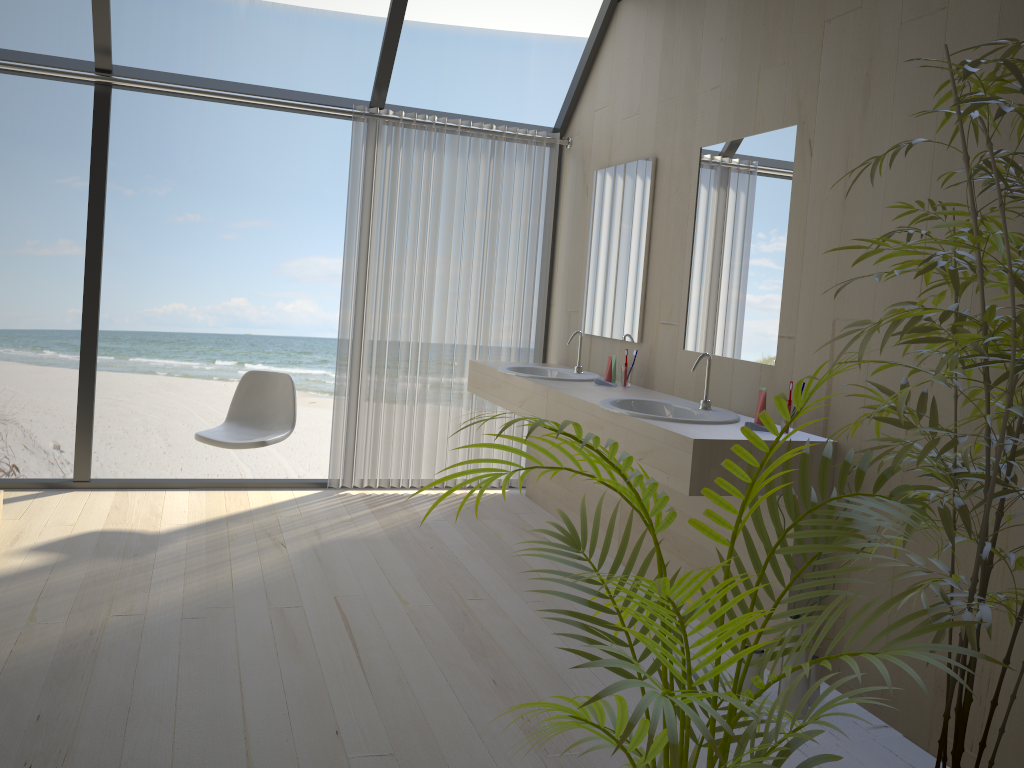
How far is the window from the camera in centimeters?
431cm

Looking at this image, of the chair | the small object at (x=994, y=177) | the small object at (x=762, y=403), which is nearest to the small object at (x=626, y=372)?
the small object at (x=762, y=403)

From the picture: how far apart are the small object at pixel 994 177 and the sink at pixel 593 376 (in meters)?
2.26

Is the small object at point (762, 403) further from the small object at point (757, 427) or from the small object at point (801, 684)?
the small object at point (801, 684)

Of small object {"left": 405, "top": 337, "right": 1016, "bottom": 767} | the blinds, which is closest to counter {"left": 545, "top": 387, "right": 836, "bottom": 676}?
small object {"left": 405, "top": 337, "right": 1016, "bottom": 767}

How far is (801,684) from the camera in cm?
261

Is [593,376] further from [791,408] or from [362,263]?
[791,408]

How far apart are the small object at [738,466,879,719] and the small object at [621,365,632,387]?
1.6m

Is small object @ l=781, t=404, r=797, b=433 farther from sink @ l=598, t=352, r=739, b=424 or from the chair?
the chair

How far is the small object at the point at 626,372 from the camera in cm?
407
